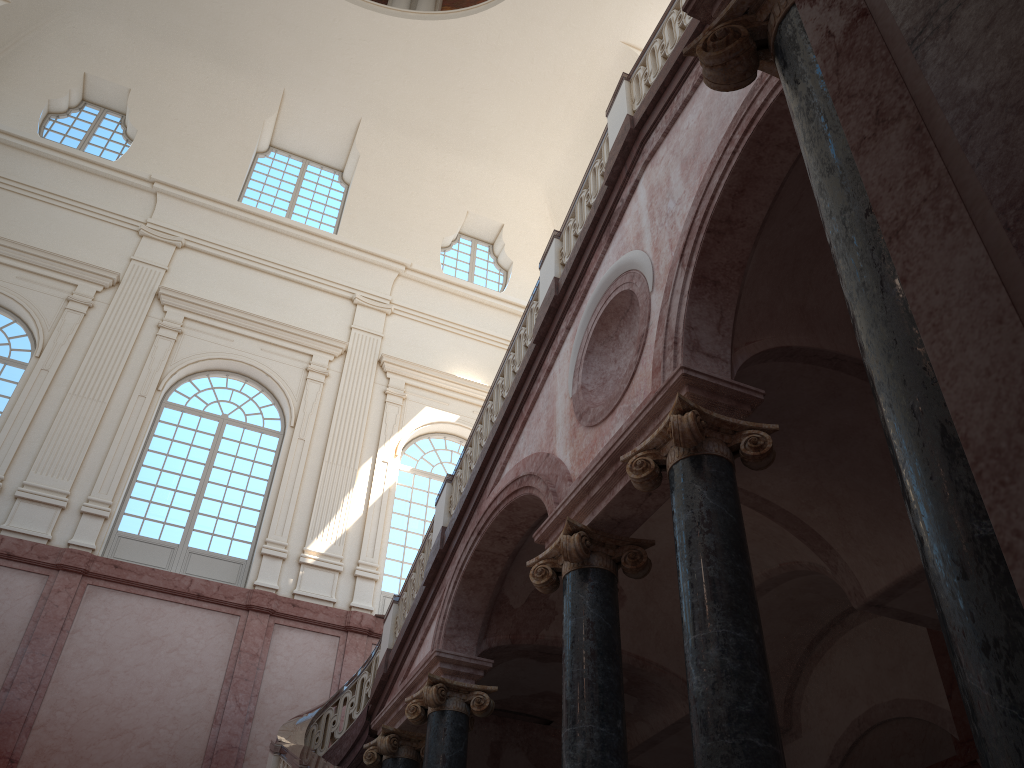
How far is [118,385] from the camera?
14.9 meters
